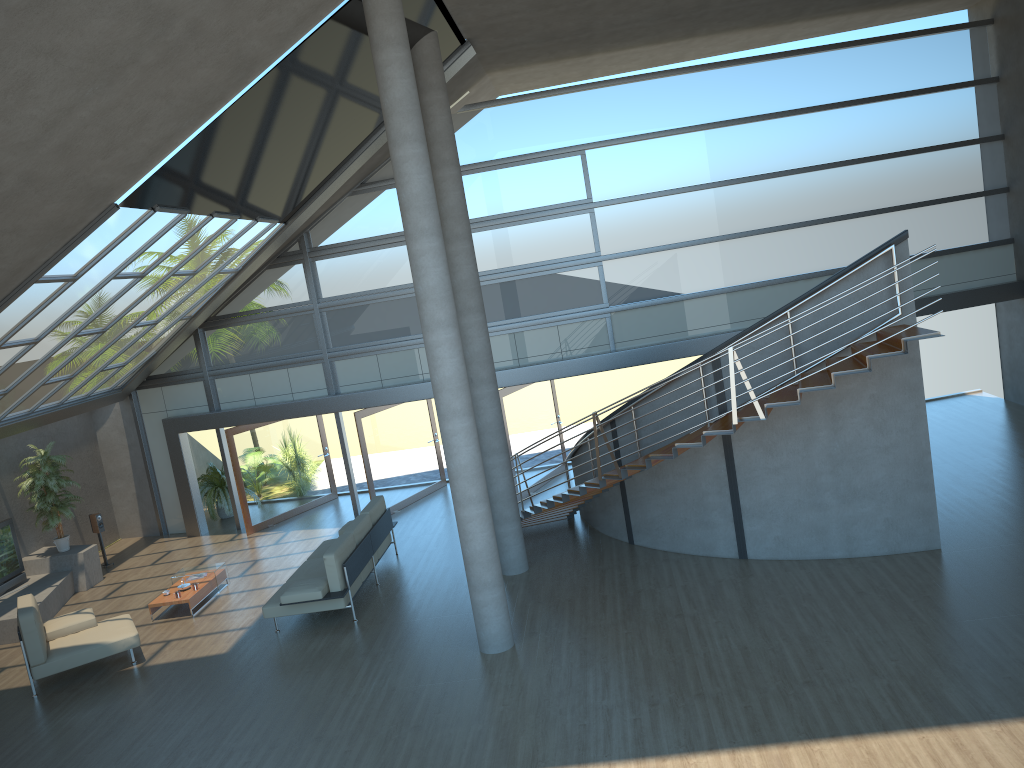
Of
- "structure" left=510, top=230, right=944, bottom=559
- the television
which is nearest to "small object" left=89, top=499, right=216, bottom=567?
the television

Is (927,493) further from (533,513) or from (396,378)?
(396,378)

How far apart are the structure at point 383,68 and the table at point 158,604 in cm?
492

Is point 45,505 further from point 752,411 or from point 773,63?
point 773,63

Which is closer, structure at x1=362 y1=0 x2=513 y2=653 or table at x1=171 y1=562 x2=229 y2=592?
structure at x1=362 y1=0 x2=513 y2=653

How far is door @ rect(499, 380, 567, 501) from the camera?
15.2 meters

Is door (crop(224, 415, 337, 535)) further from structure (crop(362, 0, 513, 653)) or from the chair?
structure (crop(362, 0, 513, 653))

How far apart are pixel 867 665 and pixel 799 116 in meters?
10.1

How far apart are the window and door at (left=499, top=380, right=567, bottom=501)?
0.4 meters

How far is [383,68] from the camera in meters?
8.6
